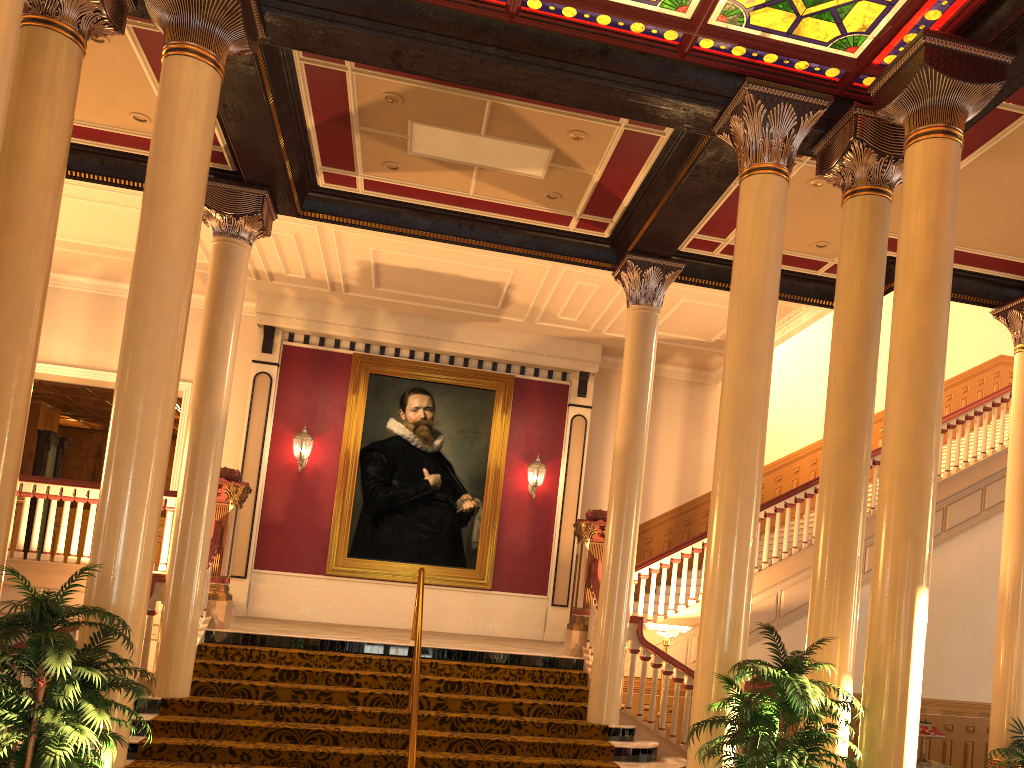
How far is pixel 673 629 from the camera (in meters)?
9.28

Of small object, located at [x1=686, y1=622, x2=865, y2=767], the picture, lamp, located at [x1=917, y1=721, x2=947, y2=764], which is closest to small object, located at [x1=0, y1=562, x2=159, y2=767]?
small object, located at [x1=686, y1=622, x2=865, y2=767]

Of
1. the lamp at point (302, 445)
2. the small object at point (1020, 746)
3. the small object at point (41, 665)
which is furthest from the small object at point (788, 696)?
the lamp at point (302, 445)

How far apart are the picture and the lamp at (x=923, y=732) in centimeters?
675cm

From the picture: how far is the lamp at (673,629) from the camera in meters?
9.3 m

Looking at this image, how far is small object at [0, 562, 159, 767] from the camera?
4.2 meters

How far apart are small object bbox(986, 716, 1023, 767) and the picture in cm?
751

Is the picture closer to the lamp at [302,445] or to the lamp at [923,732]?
the lamp at [302,445]

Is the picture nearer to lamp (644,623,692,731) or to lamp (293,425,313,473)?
lamp (293,425,313,473)

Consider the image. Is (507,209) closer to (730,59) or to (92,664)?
(730,59)
